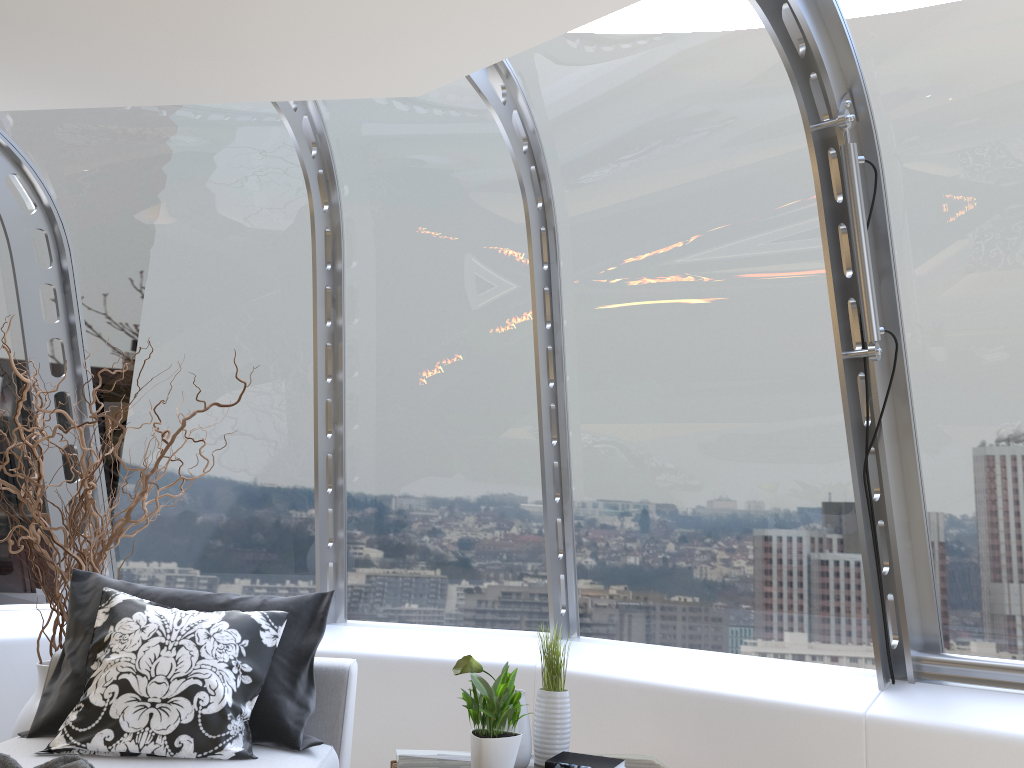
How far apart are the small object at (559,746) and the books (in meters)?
0.09

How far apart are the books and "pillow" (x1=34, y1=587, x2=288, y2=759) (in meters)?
0.96

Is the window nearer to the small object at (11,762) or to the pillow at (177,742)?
the pillow at (177,742)

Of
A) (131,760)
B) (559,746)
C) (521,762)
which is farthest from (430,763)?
(131,760)

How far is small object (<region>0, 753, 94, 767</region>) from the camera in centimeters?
230cm

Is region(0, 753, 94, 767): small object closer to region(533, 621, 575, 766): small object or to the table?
the table

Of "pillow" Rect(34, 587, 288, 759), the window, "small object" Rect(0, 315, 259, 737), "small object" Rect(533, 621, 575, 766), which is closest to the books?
"small object" Rect(533, 621, 575, 766)

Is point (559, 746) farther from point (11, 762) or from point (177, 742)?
point (11, 762)

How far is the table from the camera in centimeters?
302cm

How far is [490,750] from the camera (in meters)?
2.74
